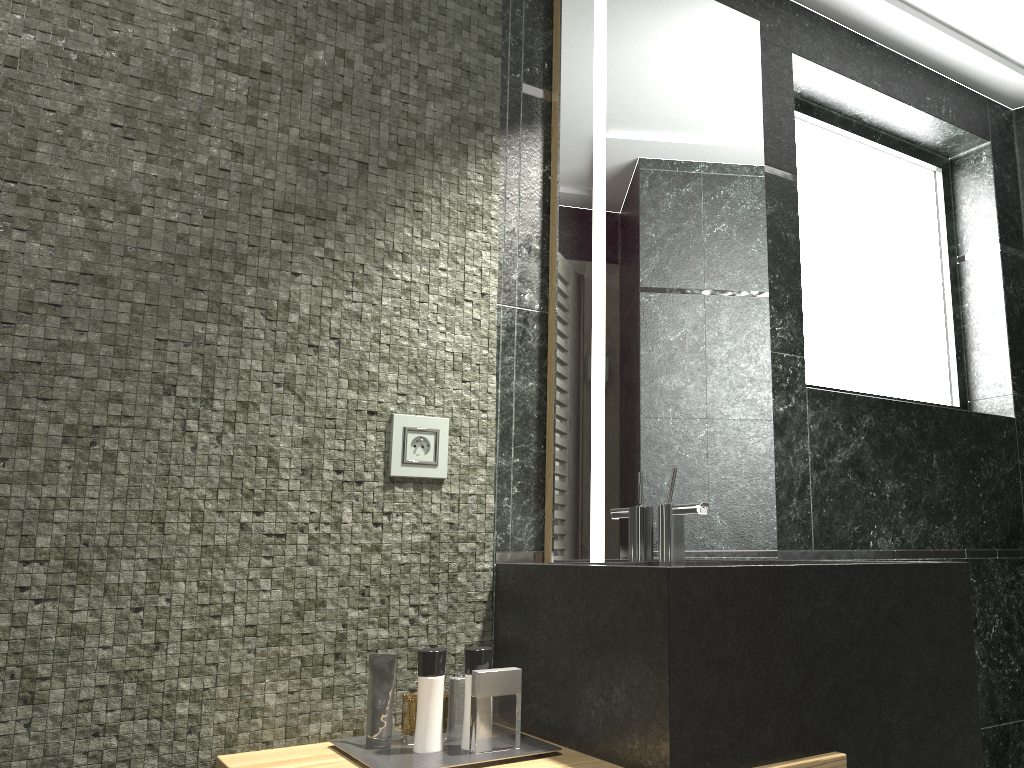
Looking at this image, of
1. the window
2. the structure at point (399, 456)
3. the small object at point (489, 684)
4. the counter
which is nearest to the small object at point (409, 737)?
the small object at point (489, 684)

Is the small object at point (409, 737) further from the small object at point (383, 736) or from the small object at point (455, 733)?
the small object at point (383, 736)

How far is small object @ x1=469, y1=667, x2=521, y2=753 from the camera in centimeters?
157cm

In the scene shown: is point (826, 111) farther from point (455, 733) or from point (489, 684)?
point (455, 733)

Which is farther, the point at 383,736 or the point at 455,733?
the point at 455,733

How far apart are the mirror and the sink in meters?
0.0 m

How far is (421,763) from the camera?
1.49m

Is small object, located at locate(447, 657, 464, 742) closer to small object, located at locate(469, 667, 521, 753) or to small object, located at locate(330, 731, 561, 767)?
small object, located at locate(469, 667, 521, 753)

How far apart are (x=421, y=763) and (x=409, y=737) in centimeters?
1333cm

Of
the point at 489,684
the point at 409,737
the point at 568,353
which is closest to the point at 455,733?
the point at 409,737
